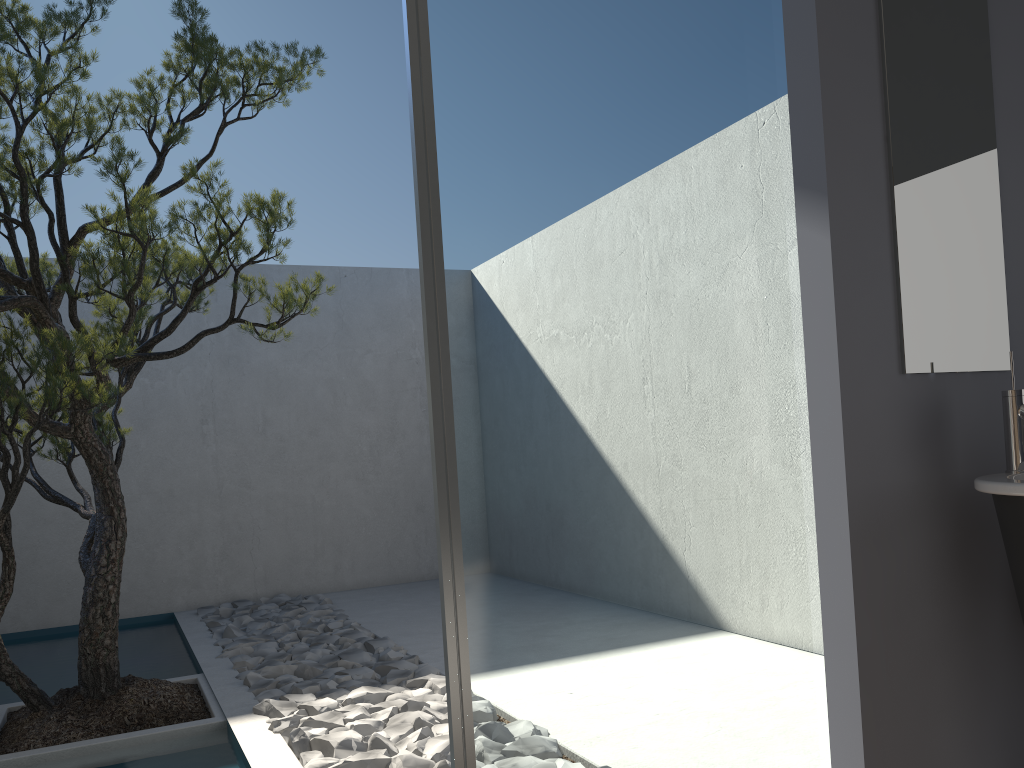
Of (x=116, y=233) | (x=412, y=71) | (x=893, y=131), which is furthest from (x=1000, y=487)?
(x=116, y=233)

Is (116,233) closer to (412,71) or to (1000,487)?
(412,71)

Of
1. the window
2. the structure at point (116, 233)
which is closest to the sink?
the window

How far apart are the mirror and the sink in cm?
12

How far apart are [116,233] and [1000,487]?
3.1m

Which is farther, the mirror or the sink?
the mirror

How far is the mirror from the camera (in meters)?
2.03

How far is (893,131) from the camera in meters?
2.0

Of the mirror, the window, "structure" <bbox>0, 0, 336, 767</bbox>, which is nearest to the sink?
the mirror

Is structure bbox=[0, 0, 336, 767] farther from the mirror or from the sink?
the sink
